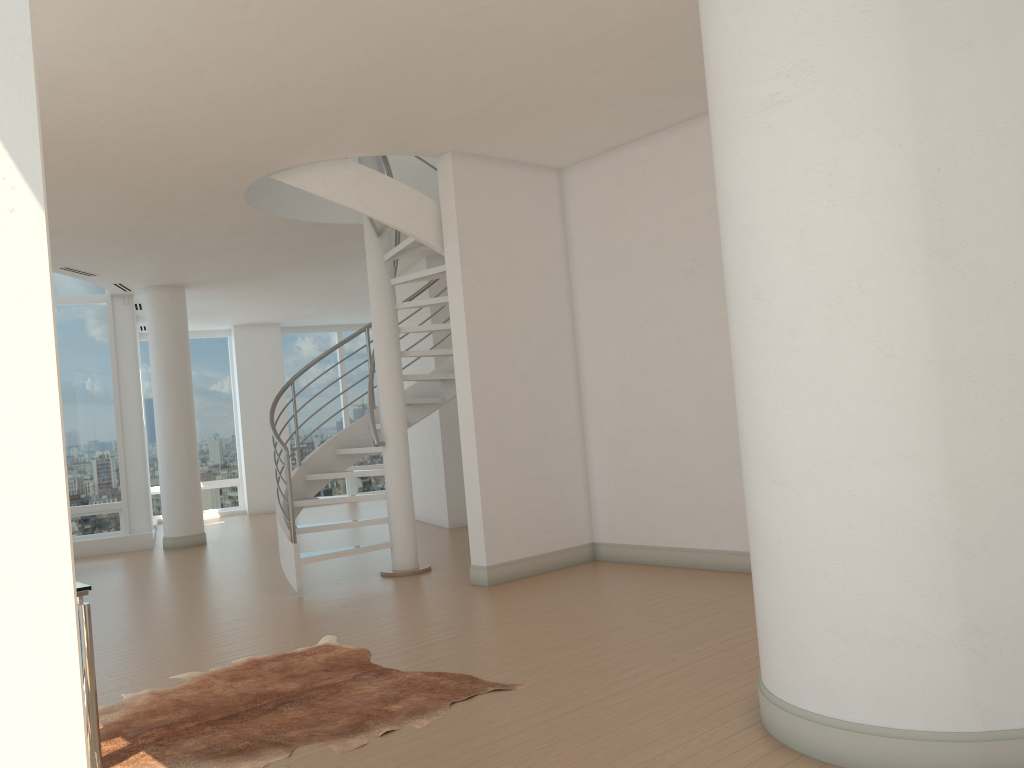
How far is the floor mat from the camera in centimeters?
364cm

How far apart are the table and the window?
9.2m

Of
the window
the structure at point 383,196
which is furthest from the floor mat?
the window

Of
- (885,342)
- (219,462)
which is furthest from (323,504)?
(219,462)

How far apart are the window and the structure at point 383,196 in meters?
4.6 m

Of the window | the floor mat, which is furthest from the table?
the window

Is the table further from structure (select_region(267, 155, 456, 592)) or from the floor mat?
structure (select_region(267, 155, 456, 592))

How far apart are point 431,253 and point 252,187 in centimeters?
314cm

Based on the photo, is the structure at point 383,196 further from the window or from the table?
the window

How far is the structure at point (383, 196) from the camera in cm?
692
